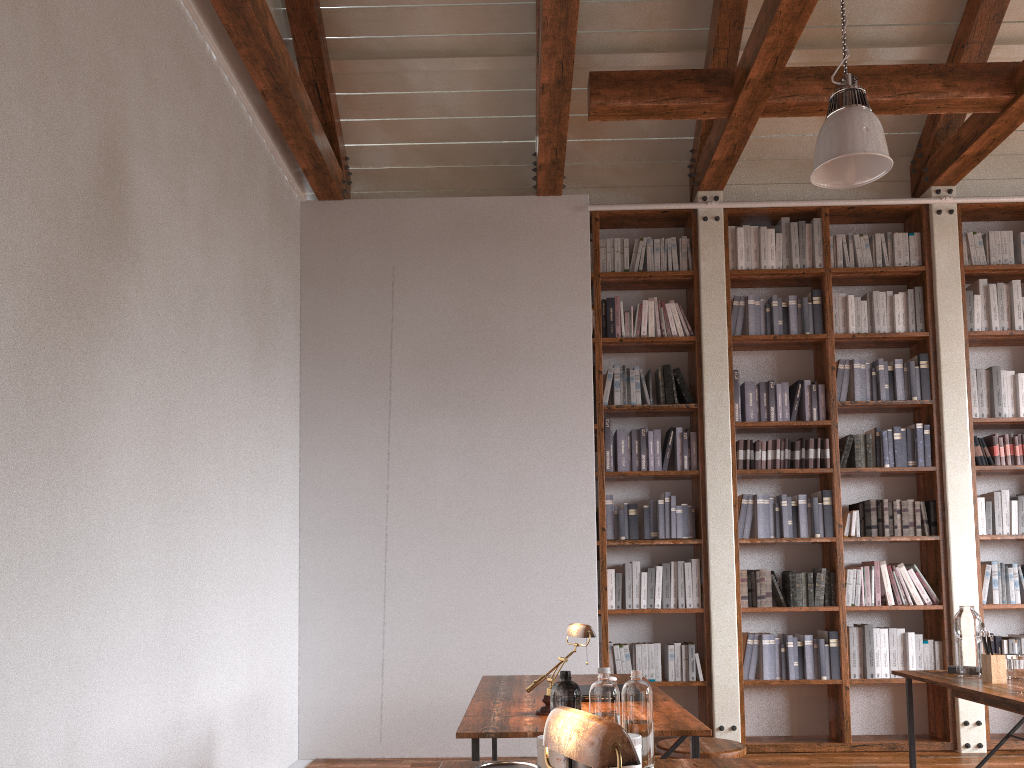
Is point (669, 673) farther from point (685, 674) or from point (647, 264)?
point (647, 264)

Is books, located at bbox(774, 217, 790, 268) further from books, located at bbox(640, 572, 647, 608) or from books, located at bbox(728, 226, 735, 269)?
books, located at bbox(640, 572, 647, 608)

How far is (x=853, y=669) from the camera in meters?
5.3 m

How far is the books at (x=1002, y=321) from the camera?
5.73m

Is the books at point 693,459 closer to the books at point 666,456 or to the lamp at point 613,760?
the books at point 666,456

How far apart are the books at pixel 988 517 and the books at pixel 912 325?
1.19m

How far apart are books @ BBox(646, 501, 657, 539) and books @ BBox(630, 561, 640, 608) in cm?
20

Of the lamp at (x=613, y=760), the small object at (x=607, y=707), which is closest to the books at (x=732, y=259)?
the small object at (x=607, y=707)

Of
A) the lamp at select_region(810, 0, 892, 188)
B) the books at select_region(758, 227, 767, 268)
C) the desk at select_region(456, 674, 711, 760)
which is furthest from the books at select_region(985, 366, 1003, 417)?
the desk at select_region(456, 674, 711, 760)

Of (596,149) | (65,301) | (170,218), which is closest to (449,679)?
(170,218)
